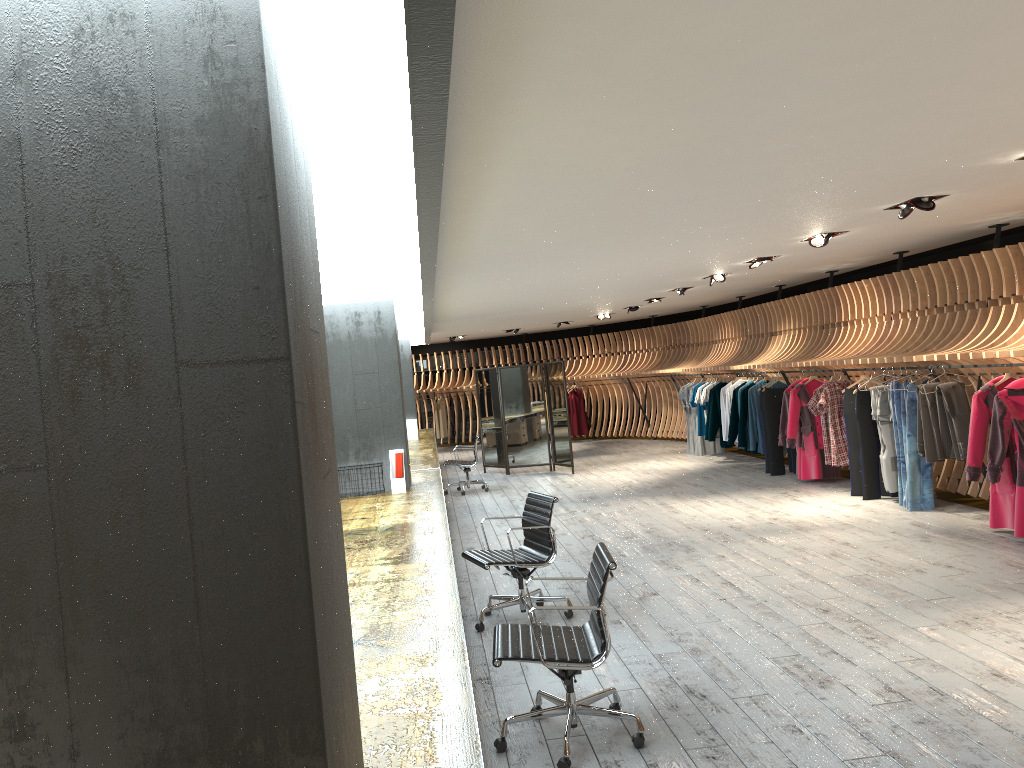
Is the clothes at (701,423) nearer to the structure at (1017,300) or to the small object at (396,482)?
the structure at (1017,300)

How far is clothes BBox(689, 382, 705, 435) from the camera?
15.4m

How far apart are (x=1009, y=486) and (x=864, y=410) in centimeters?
240cm

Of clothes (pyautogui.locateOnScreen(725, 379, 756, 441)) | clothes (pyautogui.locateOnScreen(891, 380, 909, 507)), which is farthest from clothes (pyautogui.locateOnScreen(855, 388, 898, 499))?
clothes (pyautogui.locateOnScreen(725, 379, 756, 441))

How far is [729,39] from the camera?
3.0m

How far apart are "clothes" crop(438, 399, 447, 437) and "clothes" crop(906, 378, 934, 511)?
14.85m

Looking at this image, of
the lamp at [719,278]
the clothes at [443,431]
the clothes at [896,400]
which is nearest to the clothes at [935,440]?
the clothes at [896,400]

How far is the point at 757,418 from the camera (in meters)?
12.86

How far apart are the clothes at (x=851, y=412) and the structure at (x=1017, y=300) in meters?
0.3

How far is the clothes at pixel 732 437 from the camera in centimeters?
1346cm
